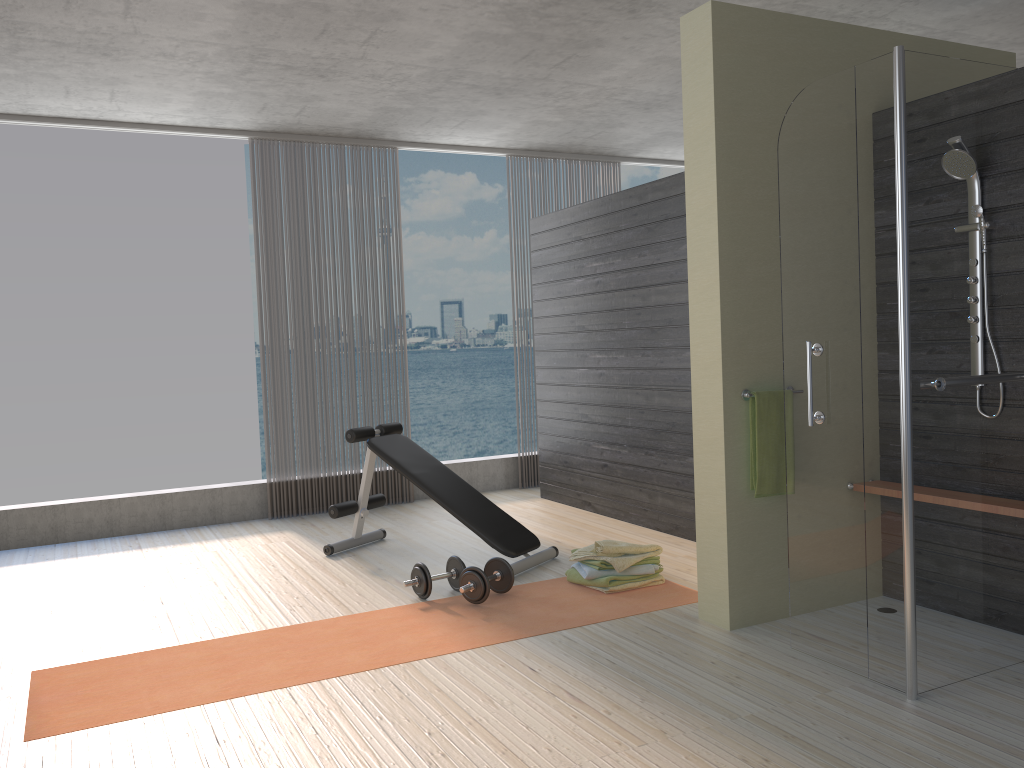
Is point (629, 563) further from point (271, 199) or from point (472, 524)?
point (271, 199)

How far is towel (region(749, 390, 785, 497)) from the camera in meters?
3.6

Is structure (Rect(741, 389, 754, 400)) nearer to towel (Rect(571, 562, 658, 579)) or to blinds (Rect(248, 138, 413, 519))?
towel (Rect(571, 562, 658, 579))

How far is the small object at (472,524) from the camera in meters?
4.7 m

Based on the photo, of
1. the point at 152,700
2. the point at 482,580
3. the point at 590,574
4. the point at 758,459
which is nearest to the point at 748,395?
the point at 758,459

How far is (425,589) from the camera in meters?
4.2 m

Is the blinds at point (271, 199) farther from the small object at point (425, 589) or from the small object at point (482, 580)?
the small object at point (482, 580)

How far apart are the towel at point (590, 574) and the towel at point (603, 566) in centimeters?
3cm

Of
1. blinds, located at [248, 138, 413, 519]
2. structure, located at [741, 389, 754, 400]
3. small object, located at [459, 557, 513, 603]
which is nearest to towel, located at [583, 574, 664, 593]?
small object, located at [459, 557, 513, 603]

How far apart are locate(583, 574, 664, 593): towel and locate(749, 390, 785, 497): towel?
0.9 meters
